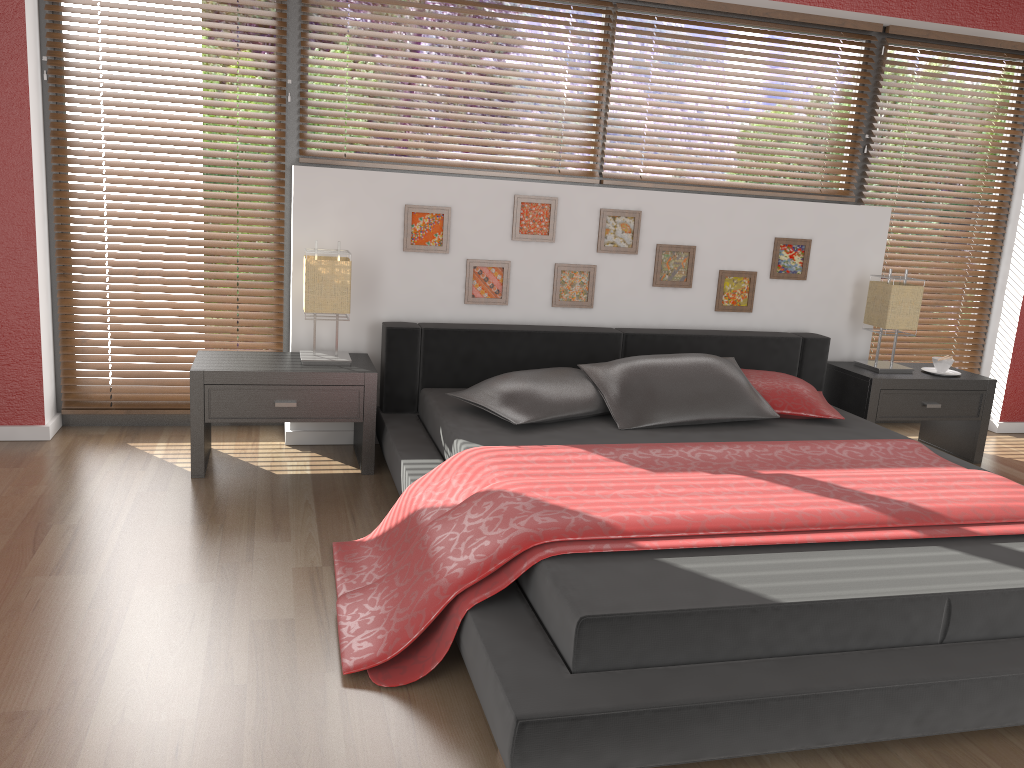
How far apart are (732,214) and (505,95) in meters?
1.2

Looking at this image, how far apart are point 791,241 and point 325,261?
2.26m

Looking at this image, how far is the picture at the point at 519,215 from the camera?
3.94m

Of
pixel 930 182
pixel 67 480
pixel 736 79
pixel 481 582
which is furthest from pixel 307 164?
pixel 930 182

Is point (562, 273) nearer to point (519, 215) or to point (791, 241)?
point (519, 215)

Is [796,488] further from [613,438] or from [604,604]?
[604,604]

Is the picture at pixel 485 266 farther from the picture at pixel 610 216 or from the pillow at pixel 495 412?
the pillow at pixel 495 412

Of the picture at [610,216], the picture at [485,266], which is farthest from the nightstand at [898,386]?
the picture at [485,266]

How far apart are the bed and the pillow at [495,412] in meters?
0.0

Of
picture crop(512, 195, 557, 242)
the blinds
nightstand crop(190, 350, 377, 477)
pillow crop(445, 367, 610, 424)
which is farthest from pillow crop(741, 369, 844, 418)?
nightstand crop(190, 350, 377, 477)
